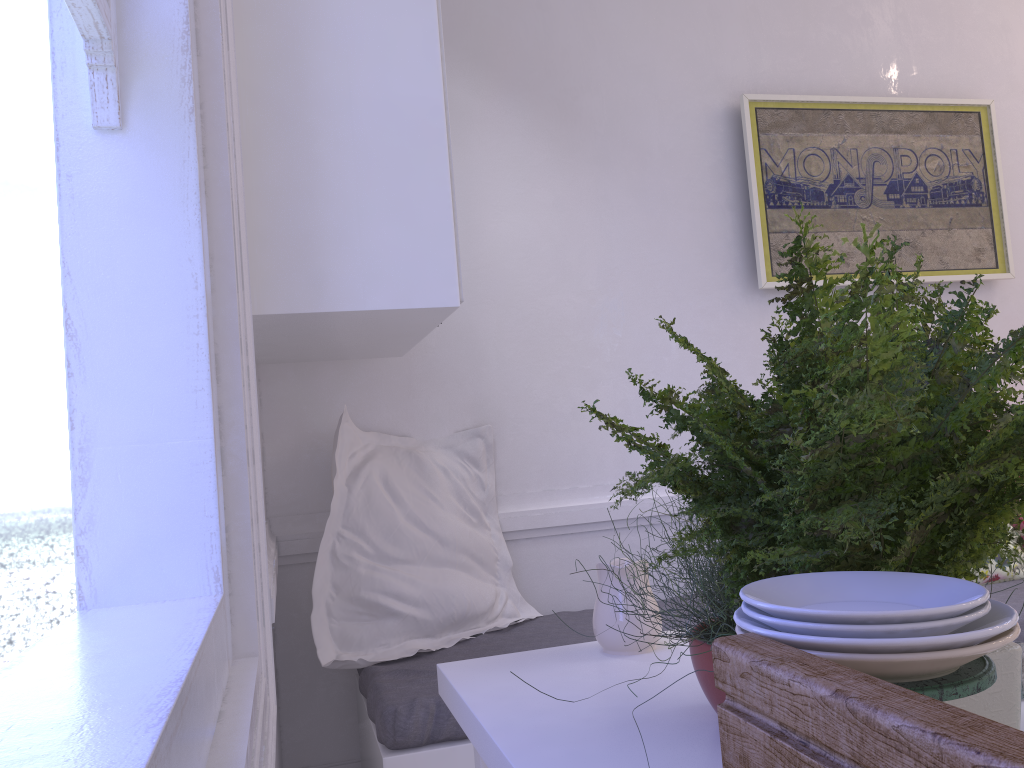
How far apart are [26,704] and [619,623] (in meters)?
0.93

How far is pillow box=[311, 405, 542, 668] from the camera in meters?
2.2 m

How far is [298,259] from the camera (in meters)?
1.57

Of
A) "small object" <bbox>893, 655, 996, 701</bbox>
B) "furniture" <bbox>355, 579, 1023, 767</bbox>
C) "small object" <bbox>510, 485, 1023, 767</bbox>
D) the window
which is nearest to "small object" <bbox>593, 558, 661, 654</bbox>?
"small object" <bbox>510, 485, 1023, 767</bbox>

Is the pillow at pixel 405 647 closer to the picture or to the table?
the table

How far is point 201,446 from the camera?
1.21m

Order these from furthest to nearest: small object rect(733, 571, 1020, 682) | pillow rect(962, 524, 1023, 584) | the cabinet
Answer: pillow rect(962, 524, 1023, 584) → the cabinet → small object rect(733, 571, 1020, 682)

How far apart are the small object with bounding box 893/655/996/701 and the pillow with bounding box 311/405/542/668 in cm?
174

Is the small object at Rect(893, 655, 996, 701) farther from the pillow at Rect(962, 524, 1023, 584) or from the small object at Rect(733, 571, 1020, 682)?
the pillow at Rect(962, 524, 1023, 584)

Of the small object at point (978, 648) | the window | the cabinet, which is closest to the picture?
the cabinet
